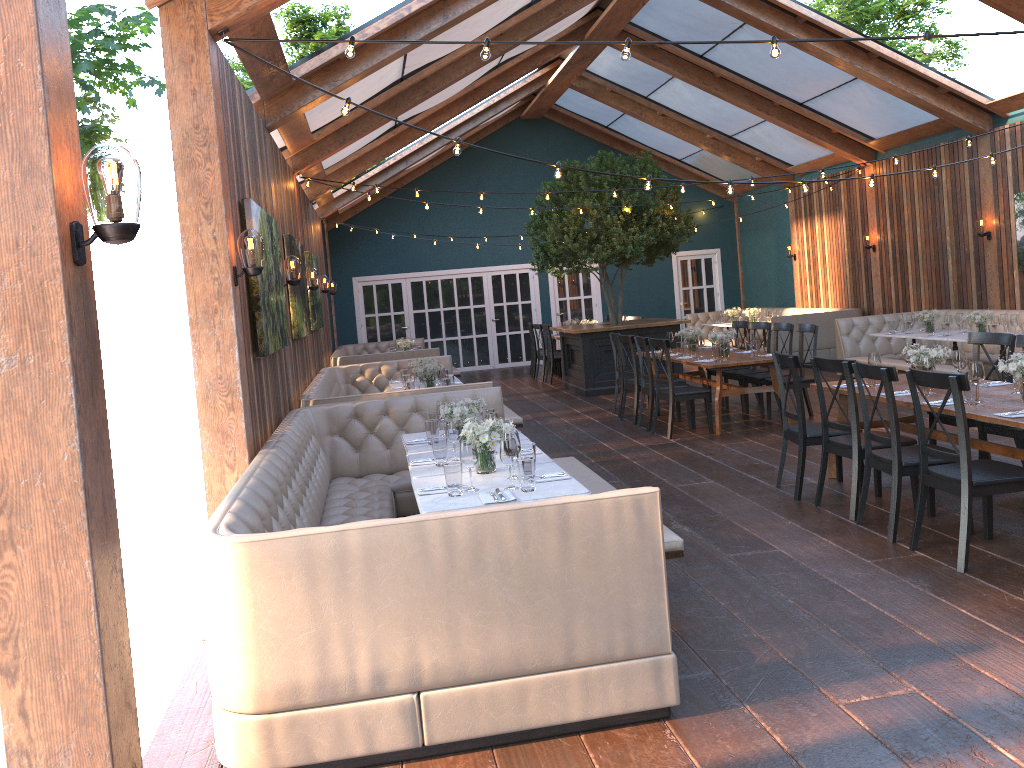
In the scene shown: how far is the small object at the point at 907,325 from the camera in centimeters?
1120cm

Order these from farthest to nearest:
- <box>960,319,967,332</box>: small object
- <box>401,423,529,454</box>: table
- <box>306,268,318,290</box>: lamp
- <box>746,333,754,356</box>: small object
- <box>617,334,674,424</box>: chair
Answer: <box>960,319,967,332</box>: small object, <box>306,268,318,290</box>: lamp, <box>617,334,674,424</box>: chair, <box>746,333,754,356</box>: small object, <box>401,423,529,454</box>: table

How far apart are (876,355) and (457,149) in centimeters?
334cm

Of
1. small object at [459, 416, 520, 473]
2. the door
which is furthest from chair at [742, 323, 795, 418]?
the door

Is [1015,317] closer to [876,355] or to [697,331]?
[697,331]

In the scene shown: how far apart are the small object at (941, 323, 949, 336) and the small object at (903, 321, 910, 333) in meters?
0.8 m

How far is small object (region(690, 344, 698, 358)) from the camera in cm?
965

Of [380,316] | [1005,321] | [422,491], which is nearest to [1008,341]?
[1005,321]

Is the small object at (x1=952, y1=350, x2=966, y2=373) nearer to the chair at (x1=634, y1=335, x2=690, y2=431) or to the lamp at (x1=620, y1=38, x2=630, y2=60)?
the lamp at (x1=620, y1=38, x2=630, y2=60)

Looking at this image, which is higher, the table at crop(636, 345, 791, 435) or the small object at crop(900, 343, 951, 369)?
the small object at crop(900, 343, 951, 369)
